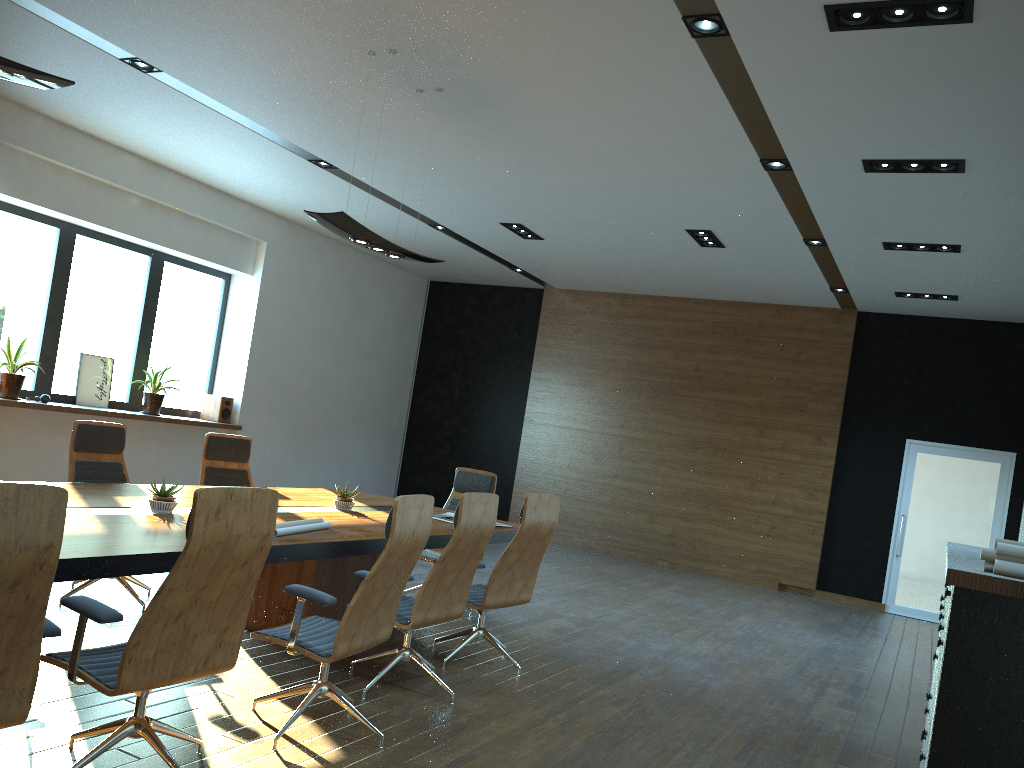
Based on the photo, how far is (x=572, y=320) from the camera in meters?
13.1 m

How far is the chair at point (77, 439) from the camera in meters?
5.7 m

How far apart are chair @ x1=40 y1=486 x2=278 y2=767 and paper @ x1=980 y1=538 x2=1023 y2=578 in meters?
2.5 m

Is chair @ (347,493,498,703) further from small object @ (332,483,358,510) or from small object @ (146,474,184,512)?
small object @ (146,474,184,512)

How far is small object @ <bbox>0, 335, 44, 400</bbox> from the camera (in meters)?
8.33

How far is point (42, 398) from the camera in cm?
866

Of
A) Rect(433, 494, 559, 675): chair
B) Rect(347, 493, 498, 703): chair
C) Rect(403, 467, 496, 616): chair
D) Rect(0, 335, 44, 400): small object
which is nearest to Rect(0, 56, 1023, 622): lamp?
Rect(347, 493, 498, 703): chair

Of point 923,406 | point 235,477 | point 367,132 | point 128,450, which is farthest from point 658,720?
point 923,406

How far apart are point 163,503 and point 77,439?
1.63m

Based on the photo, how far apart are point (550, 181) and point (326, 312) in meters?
5.3
